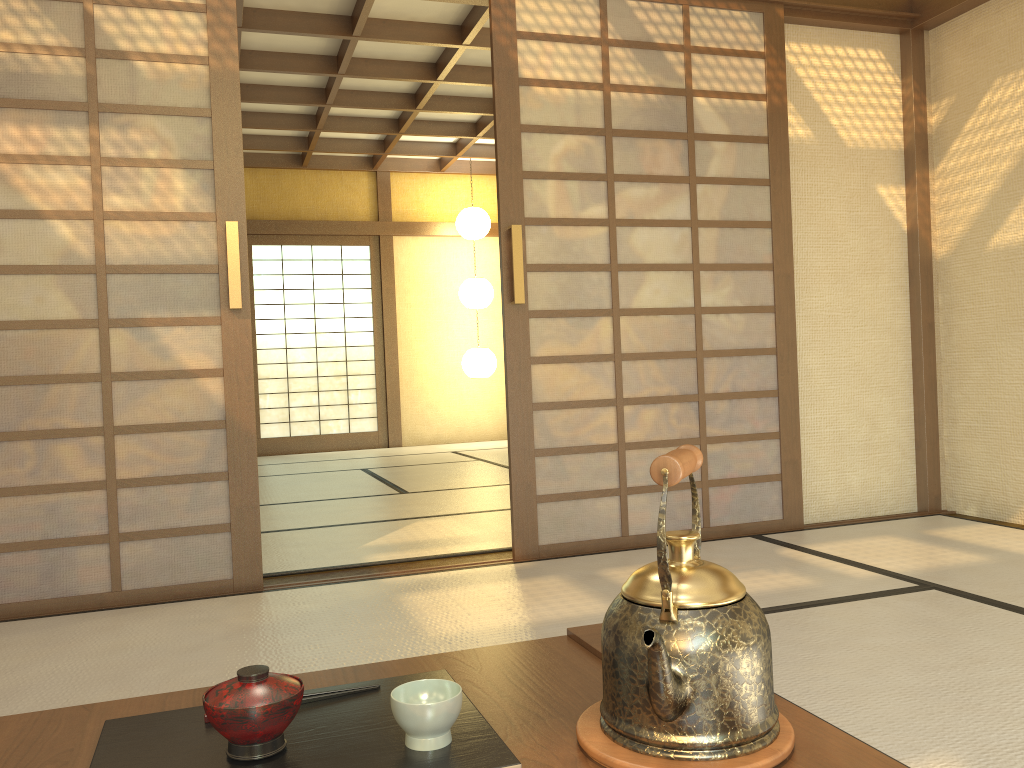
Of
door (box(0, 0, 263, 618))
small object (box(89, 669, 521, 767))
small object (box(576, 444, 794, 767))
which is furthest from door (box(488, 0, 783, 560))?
small object (box(576, 444, 794, 767))

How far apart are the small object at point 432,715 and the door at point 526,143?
2.5m

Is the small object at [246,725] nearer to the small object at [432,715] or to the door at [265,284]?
the small object at [432,715]

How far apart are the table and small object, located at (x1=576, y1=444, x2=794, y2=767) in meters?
0.0 m

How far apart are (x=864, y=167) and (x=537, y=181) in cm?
165

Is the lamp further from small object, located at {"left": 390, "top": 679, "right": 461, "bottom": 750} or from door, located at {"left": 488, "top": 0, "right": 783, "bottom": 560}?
small object, located at {"left": 390, "top": 679, "right": 461, "bottom": 750}

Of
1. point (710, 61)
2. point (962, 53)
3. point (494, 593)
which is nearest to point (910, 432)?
point (962, 53)

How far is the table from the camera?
0.9m

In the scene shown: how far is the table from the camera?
0.9m

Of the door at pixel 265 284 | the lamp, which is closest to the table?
the lamp
